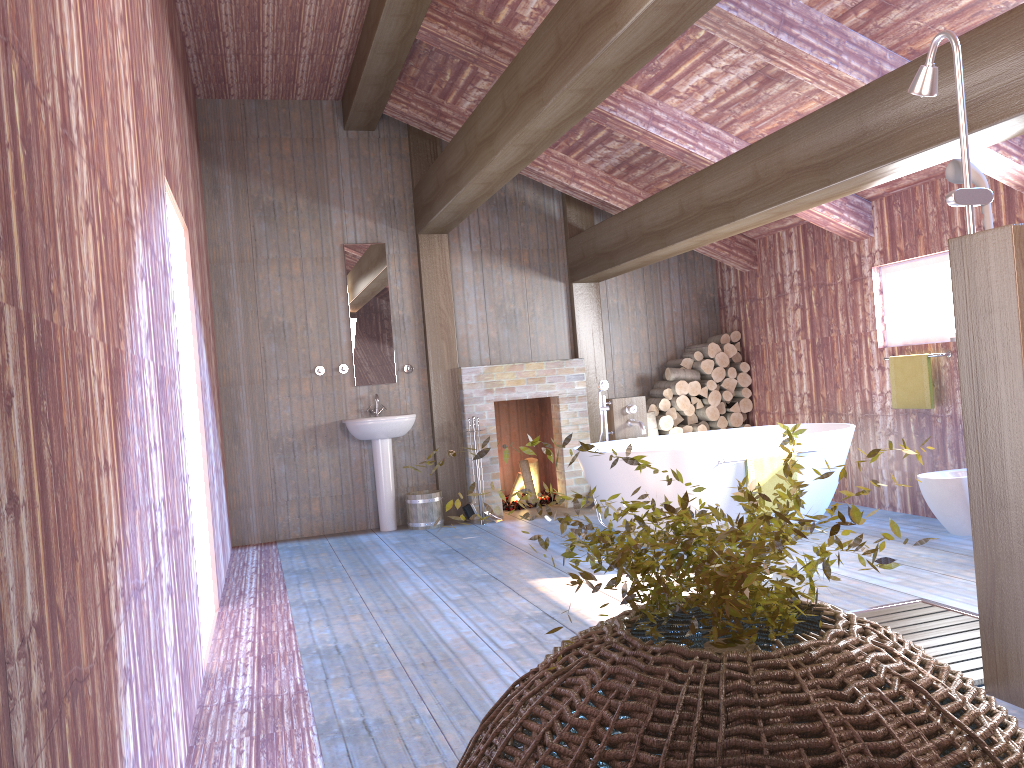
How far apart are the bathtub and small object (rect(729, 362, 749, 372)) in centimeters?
141cm

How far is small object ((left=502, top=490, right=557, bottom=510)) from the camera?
7.9m

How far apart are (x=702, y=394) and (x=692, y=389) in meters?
0.1

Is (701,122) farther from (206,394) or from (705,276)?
(206,394)

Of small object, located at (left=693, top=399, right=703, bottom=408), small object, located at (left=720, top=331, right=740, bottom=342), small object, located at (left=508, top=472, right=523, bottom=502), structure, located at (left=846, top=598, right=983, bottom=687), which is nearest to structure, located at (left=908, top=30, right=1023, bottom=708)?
structure, located at (left=846, top=598, right=983, bottom=687)

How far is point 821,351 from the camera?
7.0m

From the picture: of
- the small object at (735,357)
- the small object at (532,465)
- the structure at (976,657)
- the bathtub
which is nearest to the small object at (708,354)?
the small object at (735,357)

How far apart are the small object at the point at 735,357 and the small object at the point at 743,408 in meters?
0.4

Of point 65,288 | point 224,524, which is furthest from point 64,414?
point 224,524

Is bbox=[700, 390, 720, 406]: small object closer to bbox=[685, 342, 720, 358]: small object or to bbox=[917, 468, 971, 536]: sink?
bbox=[685, 342, 720, 358]: small object
